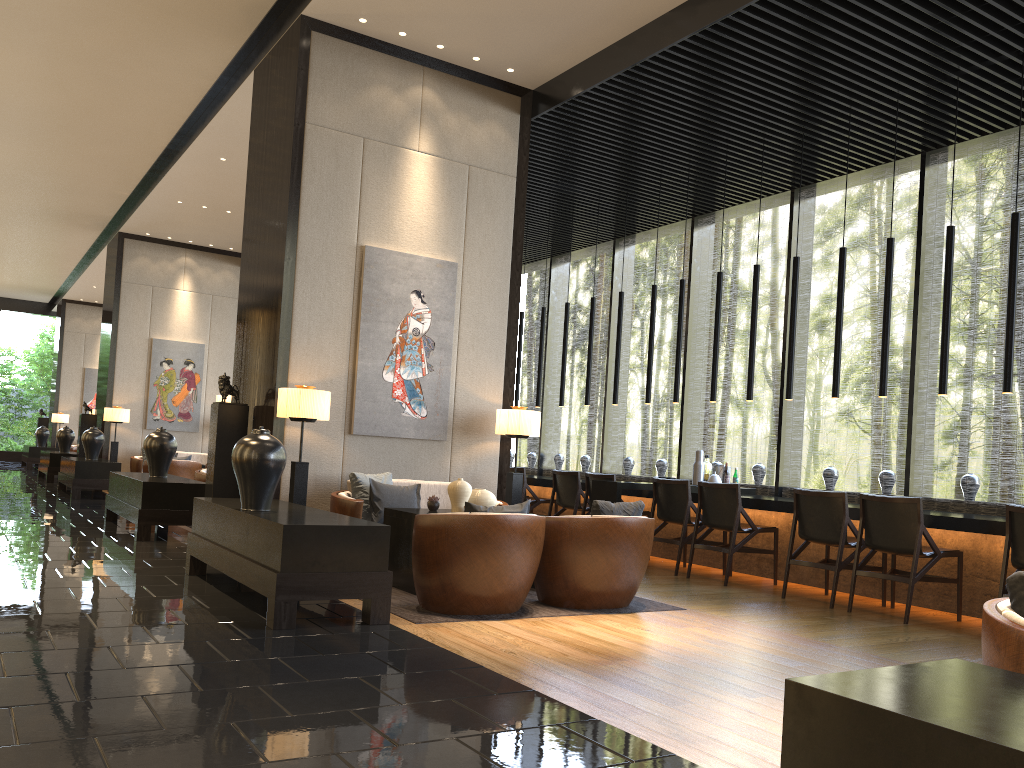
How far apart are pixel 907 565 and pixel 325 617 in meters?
4.4

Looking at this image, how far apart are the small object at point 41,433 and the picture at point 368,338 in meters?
16.5

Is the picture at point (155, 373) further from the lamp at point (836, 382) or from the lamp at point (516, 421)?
the lamp at point (836, 382)

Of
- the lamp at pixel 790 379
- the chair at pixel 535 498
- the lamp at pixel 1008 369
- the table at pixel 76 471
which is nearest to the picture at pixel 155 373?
the table at pixel 76 471

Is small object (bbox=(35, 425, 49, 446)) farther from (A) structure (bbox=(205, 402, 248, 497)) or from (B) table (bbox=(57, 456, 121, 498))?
(A) structure (bbox=(205, 402, 248, 497))

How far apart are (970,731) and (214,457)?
6.3 meters

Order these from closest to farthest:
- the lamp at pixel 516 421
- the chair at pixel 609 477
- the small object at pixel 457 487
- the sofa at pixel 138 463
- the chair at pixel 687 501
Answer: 1. the small object at pixel 457 487
2. the lamp at pixel 516 421
3. the chair at pixel 687 501
4. the chair at pixel 609 477
5. the sofa at pixel 138 463

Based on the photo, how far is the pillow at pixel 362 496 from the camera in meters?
6.6

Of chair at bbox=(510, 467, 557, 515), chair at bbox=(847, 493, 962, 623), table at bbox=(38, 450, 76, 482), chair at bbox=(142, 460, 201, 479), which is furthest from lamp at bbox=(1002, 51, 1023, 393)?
table at bbox=(38, 450, 76, 482)

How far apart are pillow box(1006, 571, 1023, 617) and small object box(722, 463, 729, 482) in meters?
6.4 m
